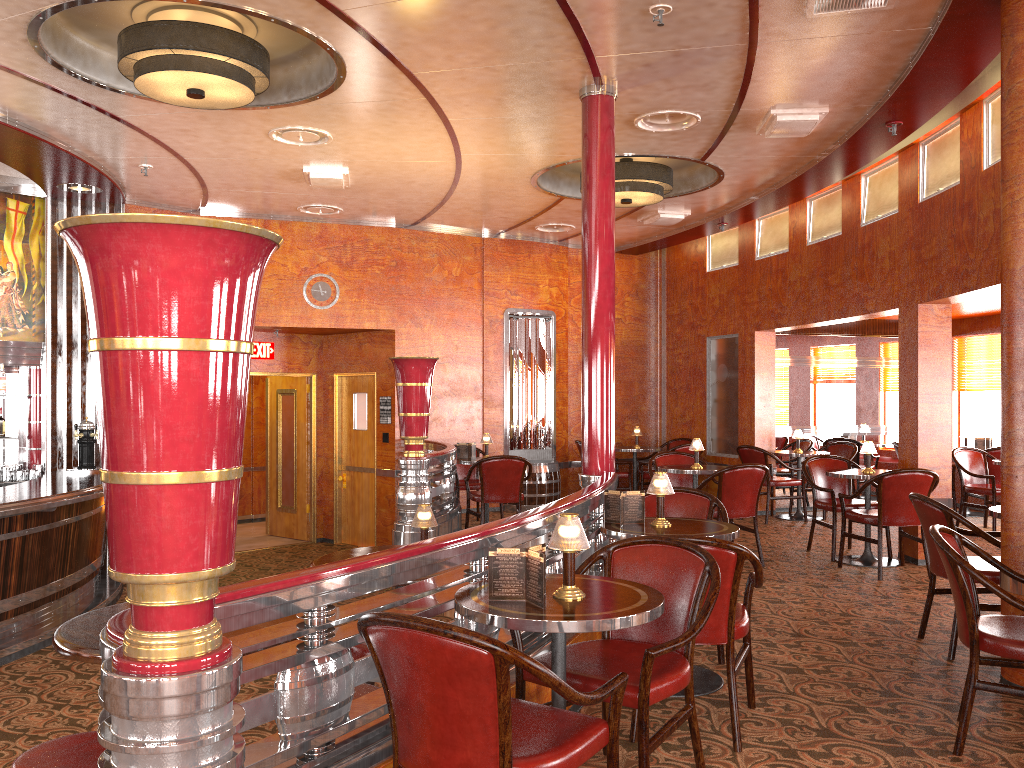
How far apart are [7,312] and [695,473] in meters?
6.2 m

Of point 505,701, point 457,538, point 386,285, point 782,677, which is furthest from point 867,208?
point 505,701

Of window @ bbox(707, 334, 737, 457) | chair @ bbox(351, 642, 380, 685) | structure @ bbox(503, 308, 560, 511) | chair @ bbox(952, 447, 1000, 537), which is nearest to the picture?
structure @ bbox(503, 308, 560, 511)

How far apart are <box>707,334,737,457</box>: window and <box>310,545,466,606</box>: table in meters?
6.8

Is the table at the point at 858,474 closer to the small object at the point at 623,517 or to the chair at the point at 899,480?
the chair at the point at 899,480

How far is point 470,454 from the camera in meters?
8.5 m

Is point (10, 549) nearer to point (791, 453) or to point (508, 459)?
point (508, 459)

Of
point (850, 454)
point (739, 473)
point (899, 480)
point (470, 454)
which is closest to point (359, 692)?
point (739, 473)

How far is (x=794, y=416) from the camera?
10.21m

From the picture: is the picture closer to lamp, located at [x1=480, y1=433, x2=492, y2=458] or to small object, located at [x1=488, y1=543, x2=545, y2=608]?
lamp, located at [x1=480, y1=433, x2=492, y2=458]
